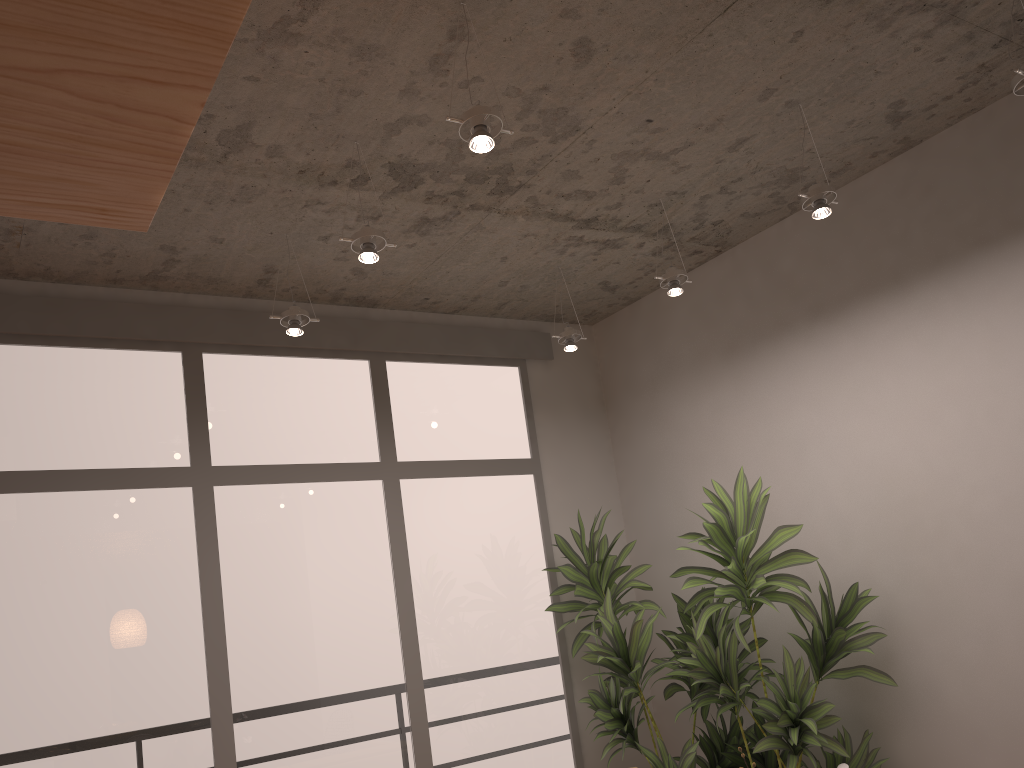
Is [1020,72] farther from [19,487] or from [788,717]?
[19,487]

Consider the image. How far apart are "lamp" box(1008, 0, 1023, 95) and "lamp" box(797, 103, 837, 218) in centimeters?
72cm

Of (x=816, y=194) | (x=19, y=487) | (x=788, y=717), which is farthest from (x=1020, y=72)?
(x=19, y=487)

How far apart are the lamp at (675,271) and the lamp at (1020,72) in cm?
156

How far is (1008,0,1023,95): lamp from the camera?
2.77m

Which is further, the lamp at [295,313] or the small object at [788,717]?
the lamp at [295,313]

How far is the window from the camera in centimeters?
388cm

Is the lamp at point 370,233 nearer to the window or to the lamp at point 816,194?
Answer: the window

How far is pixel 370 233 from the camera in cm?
326

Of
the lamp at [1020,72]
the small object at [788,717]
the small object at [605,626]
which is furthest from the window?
the lamp at [1020,72]
